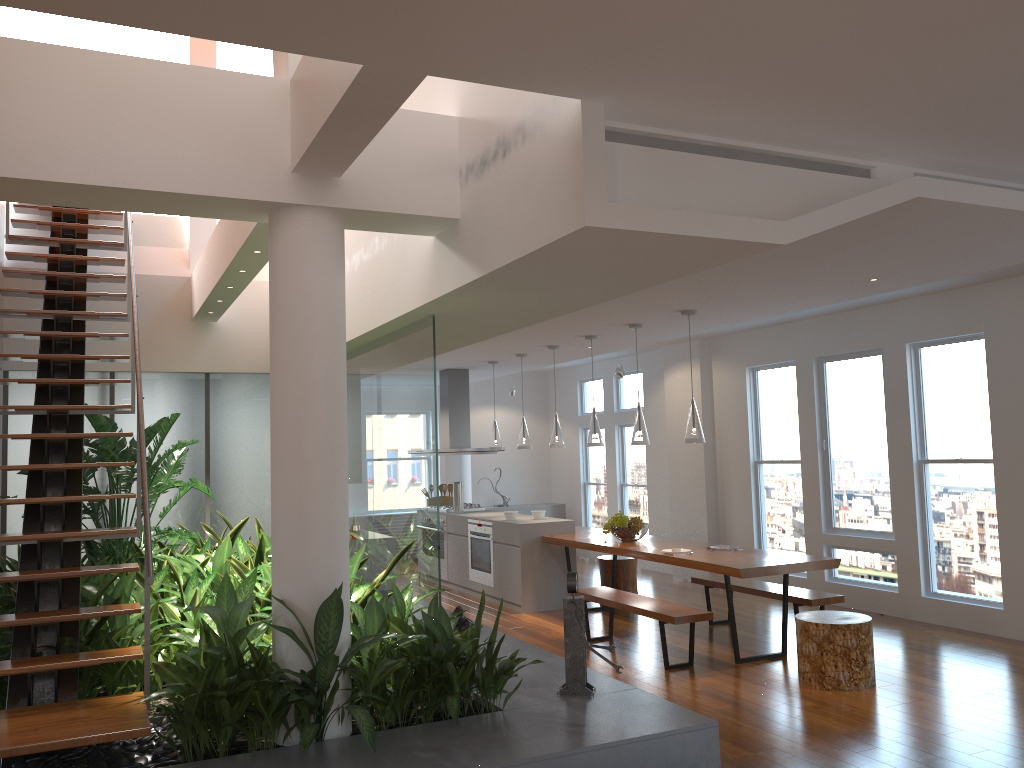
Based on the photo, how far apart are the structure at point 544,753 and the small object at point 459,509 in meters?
4.4

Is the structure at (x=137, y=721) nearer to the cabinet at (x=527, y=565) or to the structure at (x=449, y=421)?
the cabinet at (x=527, y=565)

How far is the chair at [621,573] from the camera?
8.5 meters

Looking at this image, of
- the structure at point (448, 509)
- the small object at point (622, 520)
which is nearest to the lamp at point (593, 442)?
the small object at point (622, 520)

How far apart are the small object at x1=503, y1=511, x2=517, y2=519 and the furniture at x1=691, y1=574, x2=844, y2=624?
2.01m

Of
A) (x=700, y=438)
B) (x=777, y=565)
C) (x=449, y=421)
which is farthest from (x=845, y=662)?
(x=449, y=421)

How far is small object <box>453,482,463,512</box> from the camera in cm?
1011

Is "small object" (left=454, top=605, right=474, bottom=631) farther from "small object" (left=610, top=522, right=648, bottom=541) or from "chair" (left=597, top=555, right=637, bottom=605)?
"chair" (left=597, top=555, right=637, bottom=605)

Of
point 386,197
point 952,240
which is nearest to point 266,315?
point 386,197

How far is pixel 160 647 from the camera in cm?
449
